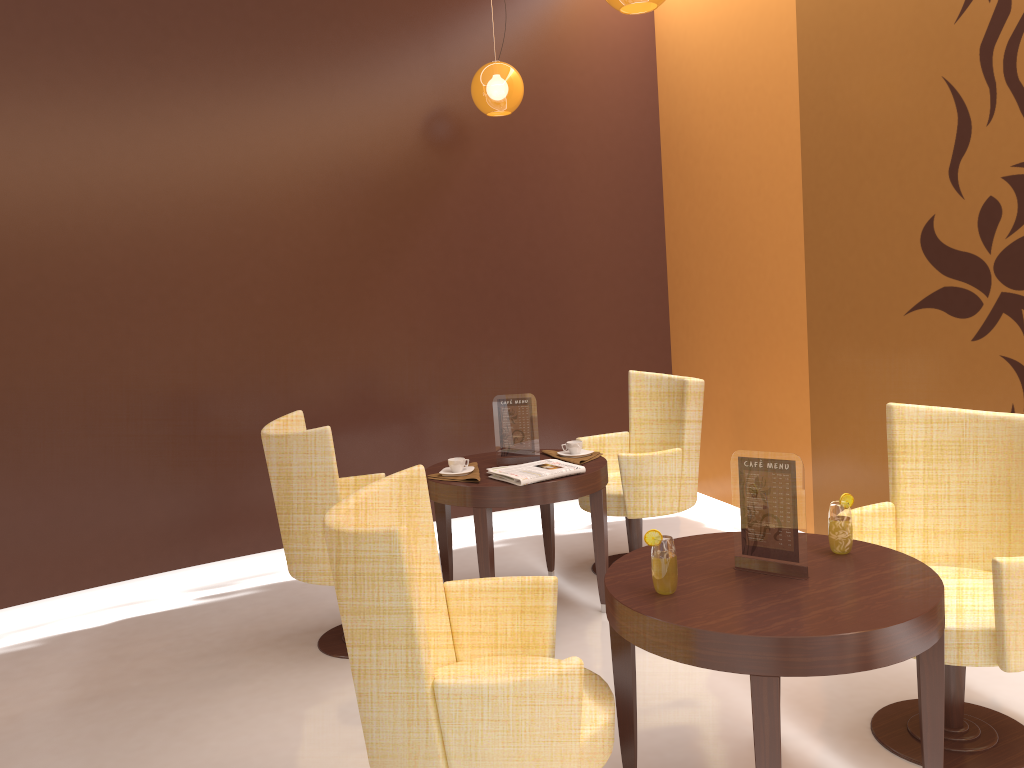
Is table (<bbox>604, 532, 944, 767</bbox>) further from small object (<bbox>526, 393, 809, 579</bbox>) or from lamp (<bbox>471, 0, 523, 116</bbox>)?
lamp (<bbox>471, 0, 523, 116</bbox>)

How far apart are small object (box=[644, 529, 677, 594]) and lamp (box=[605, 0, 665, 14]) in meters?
2.0

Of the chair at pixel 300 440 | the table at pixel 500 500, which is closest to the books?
the table at pixel 500 500

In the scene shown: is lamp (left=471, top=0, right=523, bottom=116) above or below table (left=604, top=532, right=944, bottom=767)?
above

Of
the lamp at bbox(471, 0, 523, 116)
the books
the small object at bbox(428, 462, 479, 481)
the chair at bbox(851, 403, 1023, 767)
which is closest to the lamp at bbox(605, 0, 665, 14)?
the lamp at bbox(471, 0, 523, 116)

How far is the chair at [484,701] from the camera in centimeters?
187cm

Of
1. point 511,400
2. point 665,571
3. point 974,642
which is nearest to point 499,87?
point 511,400

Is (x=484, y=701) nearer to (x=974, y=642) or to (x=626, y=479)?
(x=974, y=642)

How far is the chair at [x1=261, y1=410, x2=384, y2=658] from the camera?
3.51m

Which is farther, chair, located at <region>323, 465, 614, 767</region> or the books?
the books
